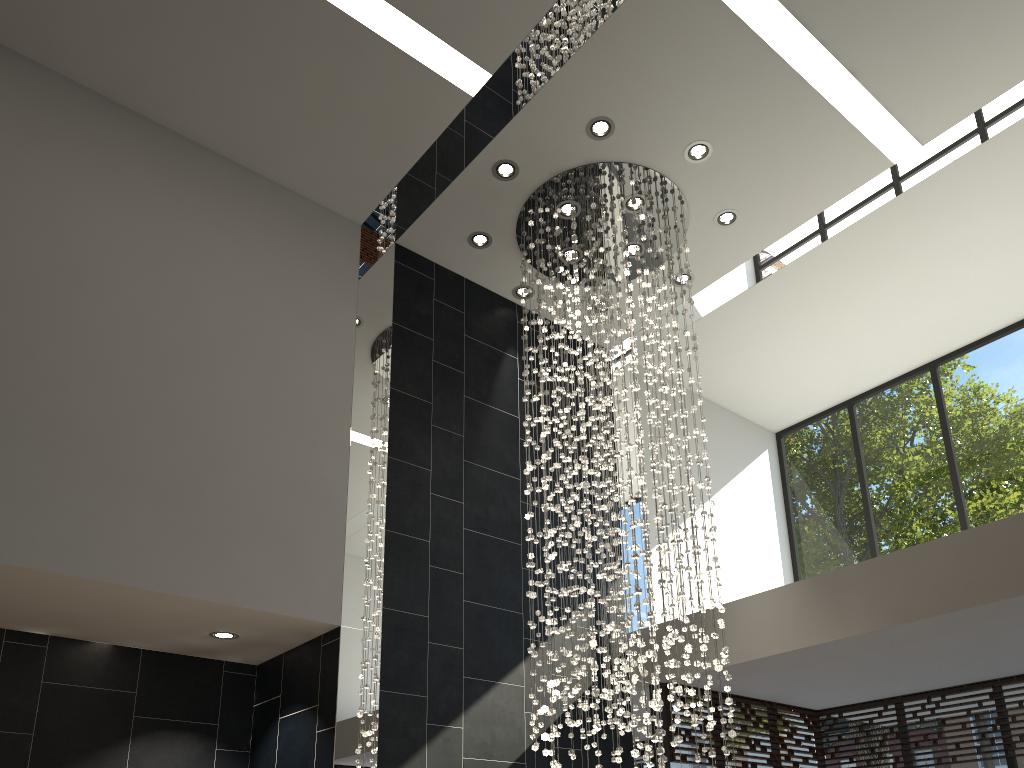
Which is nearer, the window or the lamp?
the lamp

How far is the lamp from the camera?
5.59m

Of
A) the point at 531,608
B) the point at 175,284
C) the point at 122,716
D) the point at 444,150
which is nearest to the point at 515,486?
the point at 531,608

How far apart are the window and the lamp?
1.2m

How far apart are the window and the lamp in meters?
1.2

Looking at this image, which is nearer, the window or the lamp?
the lamp

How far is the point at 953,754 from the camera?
7.1m

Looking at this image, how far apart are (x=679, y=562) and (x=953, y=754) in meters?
3.5

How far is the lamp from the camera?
5.59m
